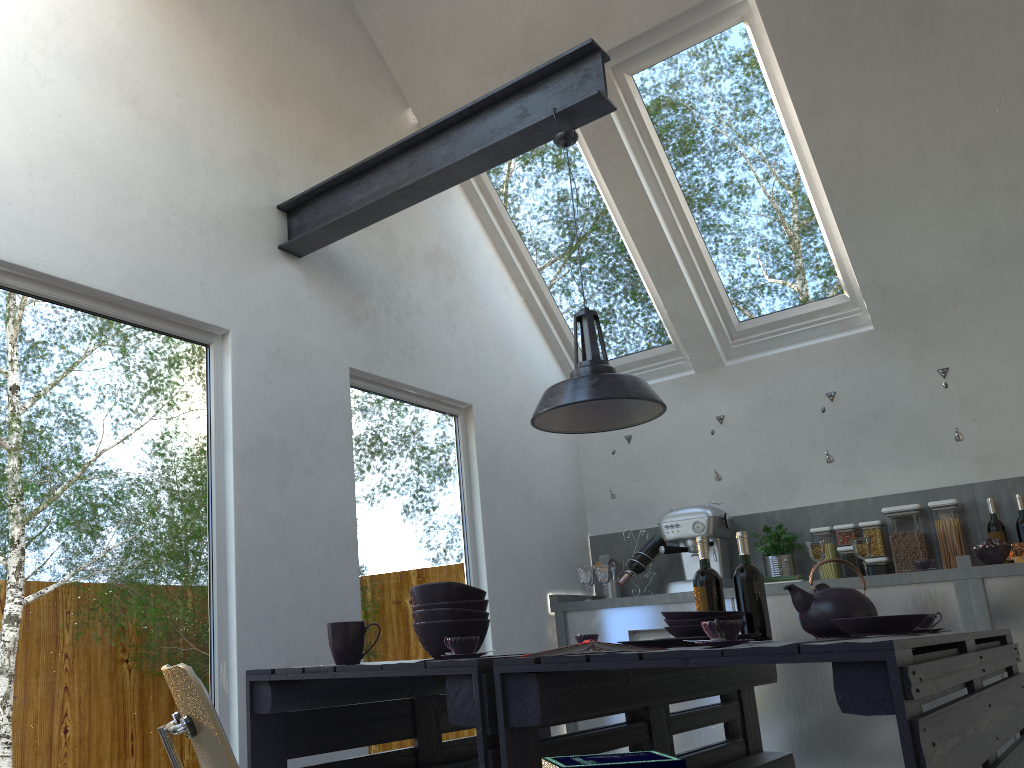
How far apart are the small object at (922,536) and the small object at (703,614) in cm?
243

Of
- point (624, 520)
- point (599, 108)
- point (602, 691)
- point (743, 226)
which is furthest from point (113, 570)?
point (743, 226)

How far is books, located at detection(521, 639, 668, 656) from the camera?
1.8 meters

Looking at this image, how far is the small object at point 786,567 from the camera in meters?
4.7 m

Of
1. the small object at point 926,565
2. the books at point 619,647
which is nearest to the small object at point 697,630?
the books at point 619,647

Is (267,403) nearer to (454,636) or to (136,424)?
(136,424)

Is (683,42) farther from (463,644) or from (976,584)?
(463,644)

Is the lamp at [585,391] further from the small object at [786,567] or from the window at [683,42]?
the small object at [786,567]

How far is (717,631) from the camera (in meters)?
1.80

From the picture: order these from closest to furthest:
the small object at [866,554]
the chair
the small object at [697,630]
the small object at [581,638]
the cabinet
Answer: the chair → the small object at [697,630] → the small object at [581,638] → the cabinet → the small object at [866,554]
